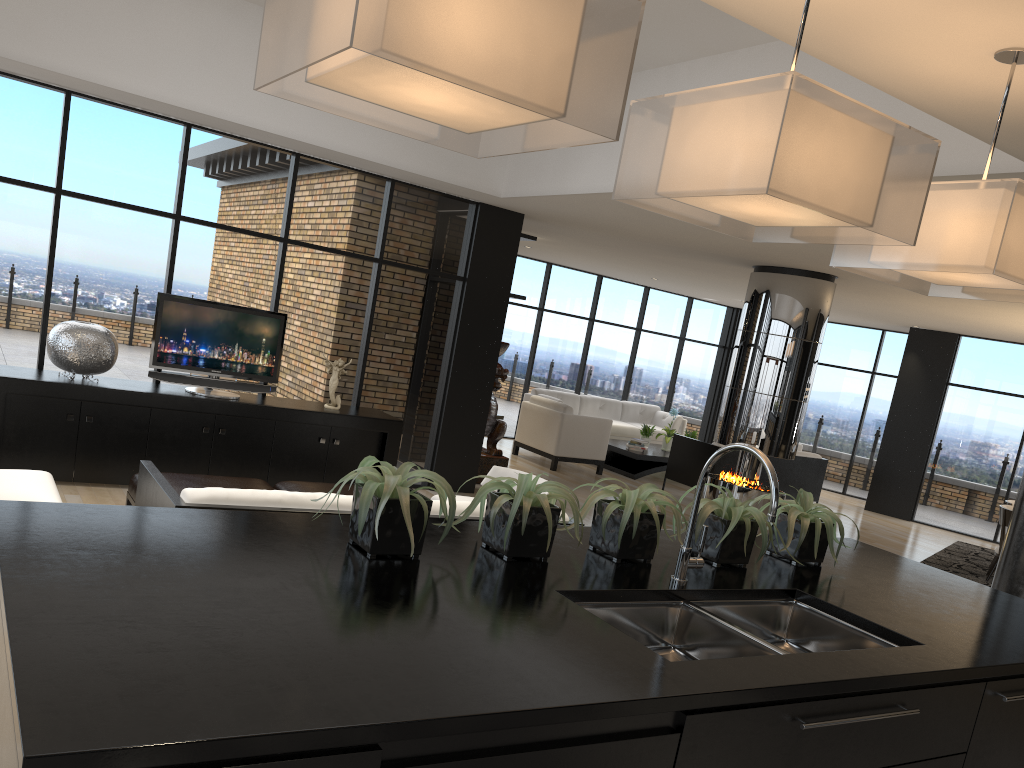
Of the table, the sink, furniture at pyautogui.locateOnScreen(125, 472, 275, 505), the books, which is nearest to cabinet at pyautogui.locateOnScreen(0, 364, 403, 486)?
furniture at pyautogui.locateOnScreen(125, 472, 275, 505)

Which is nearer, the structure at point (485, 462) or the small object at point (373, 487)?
the small object at point (373, 487)

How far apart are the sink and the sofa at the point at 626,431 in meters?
10.9

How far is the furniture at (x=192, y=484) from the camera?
4.9m

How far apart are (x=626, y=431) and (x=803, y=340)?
5.2 meters

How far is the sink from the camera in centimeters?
218cm

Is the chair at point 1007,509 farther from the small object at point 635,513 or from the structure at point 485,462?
the small object at point 635,513

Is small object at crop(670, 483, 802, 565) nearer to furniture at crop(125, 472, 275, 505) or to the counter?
the counter

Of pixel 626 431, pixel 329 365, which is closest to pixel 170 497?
pixel 329 365

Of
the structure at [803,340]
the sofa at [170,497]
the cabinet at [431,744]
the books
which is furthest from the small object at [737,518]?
the books
